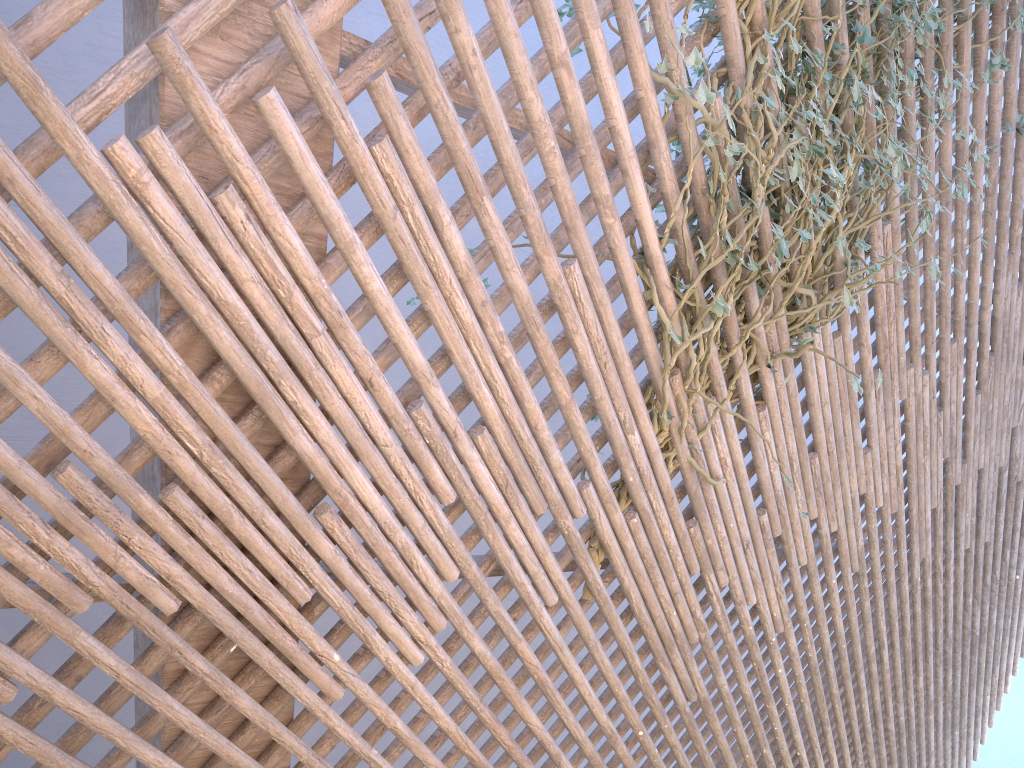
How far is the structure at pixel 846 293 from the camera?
1.77m

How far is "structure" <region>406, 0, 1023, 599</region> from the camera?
1.8 meters

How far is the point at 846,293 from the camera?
1.8m
